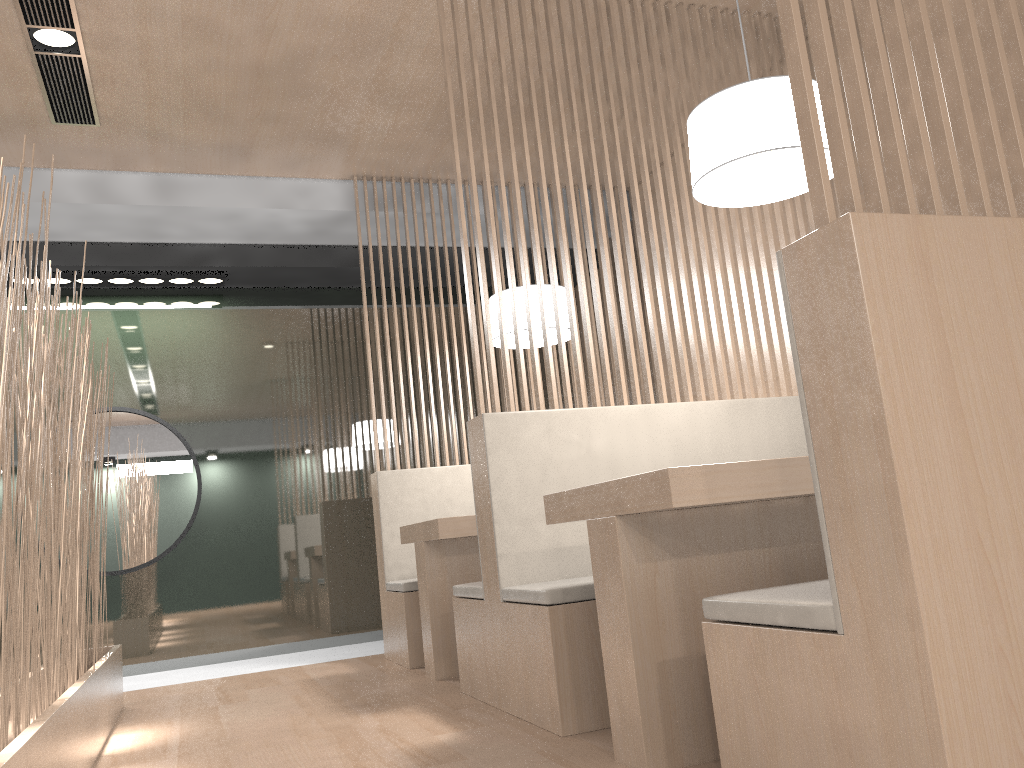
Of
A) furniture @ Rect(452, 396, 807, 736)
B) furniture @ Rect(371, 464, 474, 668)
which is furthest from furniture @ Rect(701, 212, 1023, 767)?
furniture @ Rect(371, 464, 474, 668)

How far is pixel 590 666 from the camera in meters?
1.5

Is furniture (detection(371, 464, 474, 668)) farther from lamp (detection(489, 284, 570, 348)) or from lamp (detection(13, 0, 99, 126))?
lamp (detection(13, 0, 99, 126))

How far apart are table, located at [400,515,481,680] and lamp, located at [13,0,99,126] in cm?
143

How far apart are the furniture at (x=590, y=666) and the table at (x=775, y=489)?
0.1m

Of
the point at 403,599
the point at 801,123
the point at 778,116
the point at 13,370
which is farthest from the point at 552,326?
the point at 801,123

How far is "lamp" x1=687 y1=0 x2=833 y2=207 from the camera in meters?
1.4 m

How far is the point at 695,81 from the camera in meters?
2.6

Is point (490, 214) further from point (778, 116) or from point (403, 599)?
point (403, 599)

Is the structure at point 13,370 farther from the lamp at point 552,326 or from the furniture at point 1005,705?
the lamp at point 552,326
